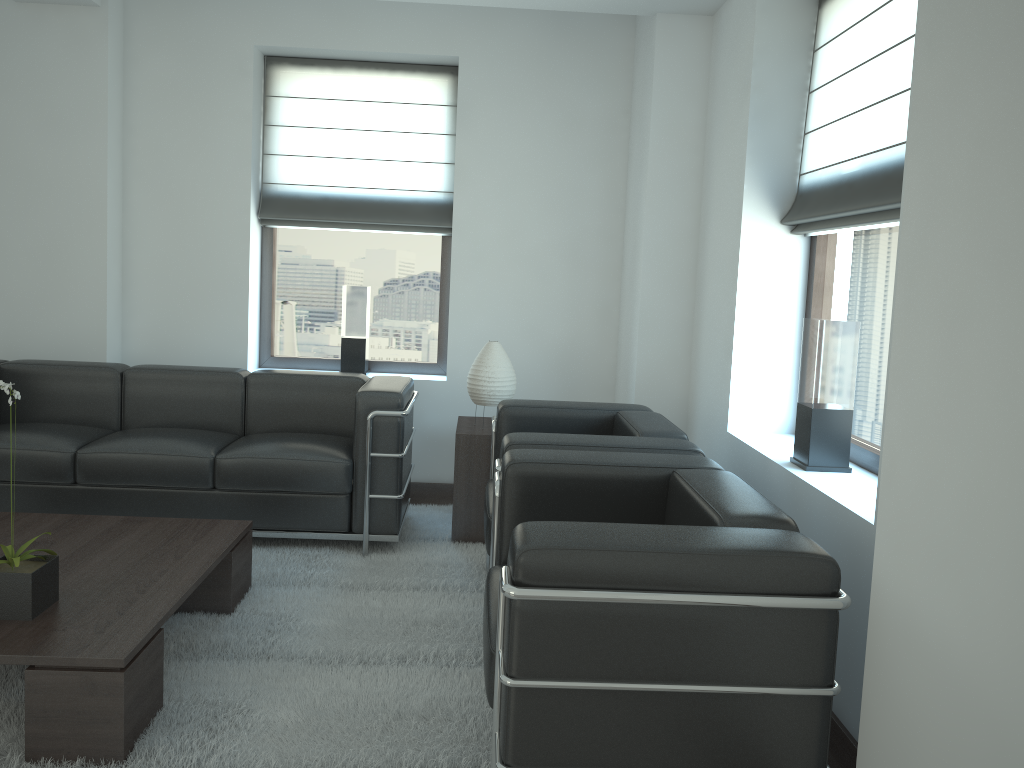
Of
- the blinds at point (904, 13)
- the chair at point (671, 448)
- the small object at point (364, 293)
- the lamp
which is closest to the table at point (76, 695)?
the chair at point (671, 448)

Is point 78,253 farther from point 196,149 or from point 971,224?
point 971,224

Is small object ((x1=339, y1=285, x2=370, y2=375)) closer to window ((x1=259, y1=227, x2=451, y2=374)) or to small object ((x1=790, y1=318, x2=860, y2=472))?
window ((x1=259, y1=227, x2=451, y2=374))

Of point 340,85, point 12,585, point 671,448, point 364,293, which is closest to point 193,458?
point 12,585

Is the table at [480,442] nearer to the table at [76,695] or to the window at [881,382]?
the table at [76,695]

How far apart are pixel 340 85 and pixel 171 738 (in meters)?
5.68

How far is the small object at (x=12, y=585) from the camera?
3.71m

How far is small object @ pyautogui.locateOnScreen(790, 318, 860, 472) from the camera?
4.5 meters

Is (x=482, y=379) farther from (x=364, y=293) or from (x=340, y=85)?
(x=340, y=85)

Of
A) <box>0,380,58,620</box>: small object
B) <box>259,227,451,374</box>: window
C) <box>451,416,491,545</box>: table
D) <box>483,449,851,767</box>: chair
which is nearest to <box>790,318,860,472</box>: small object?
<box>483,449,851,767</box>: chair
